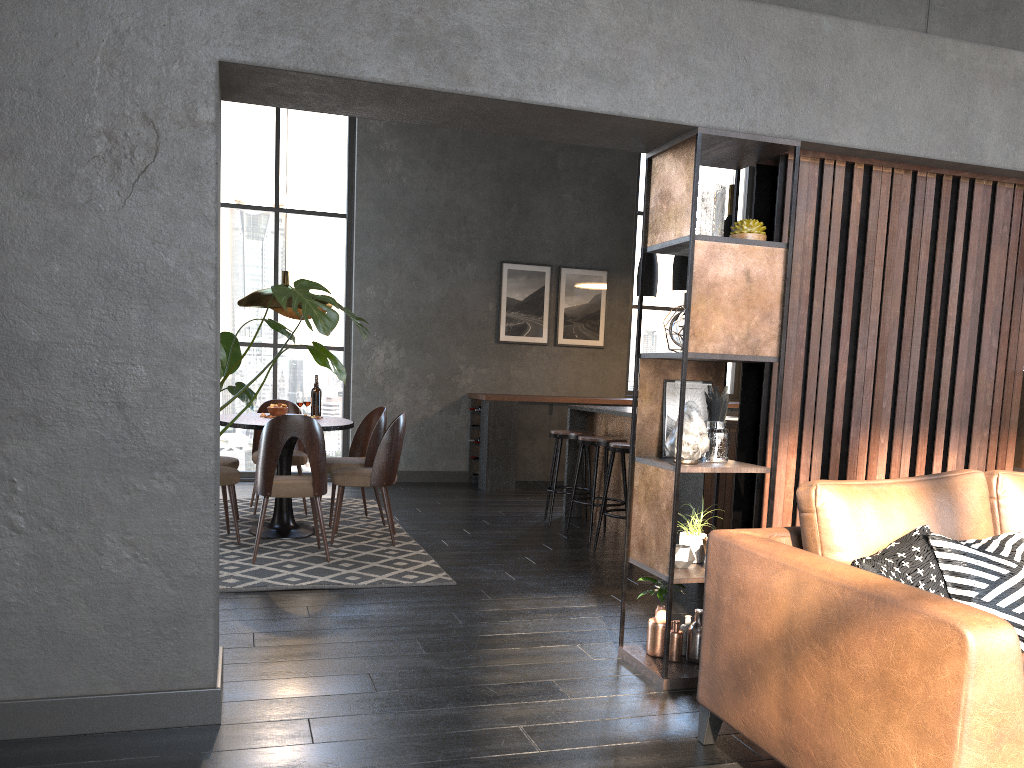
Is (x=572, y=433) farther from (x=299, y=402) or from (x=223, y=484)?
(x=223, y=484)

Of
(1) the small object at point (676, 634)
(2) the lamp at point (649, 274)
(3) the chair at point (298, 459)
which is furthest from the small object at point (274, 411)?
(1) the small object at point (676, 634)

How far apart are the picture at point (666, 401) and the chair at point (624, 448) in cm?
199

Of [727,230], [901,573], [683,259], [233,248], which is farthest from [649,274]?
[901,573]

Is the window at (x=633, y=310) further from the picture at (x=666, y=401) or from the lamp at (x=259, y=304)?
the picture at (x=666, y=401)

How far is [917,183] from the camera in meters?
3.6 m

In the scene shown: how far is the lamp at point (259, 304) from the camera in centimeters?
570cm

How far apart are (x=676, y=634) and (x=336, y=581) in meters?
2.0 m

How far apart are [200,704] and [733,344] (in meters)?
2.20

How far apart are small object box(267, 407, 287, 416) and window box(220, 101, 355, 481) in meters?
2.9 m
